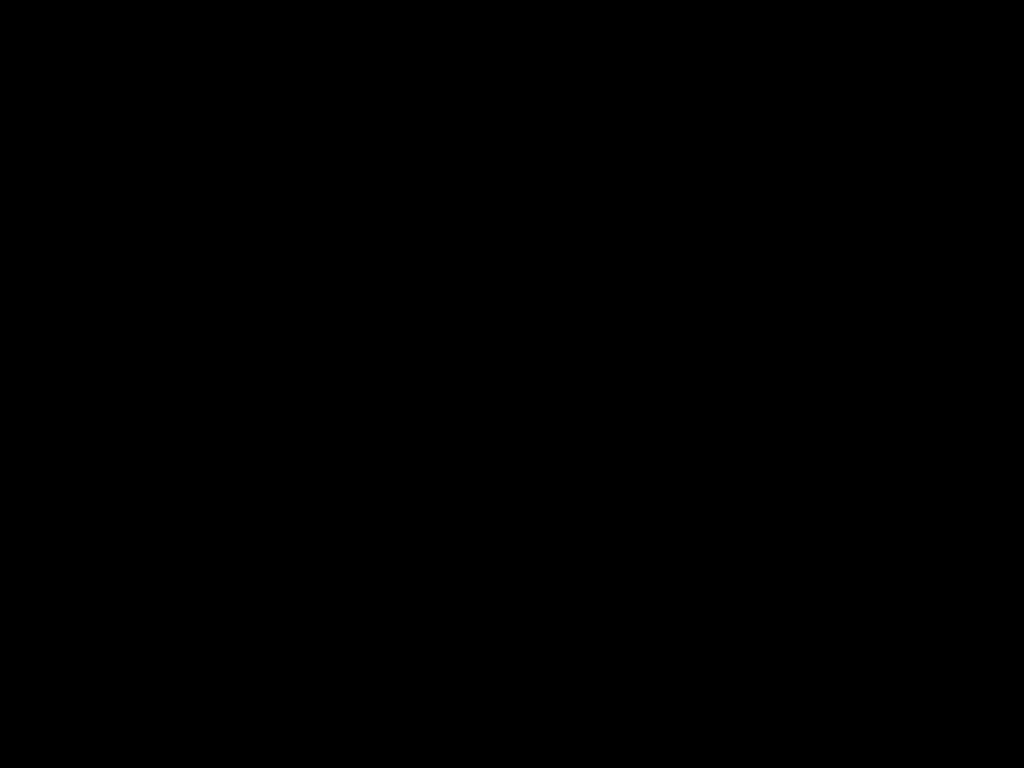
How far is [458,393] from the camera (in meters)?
0.80
